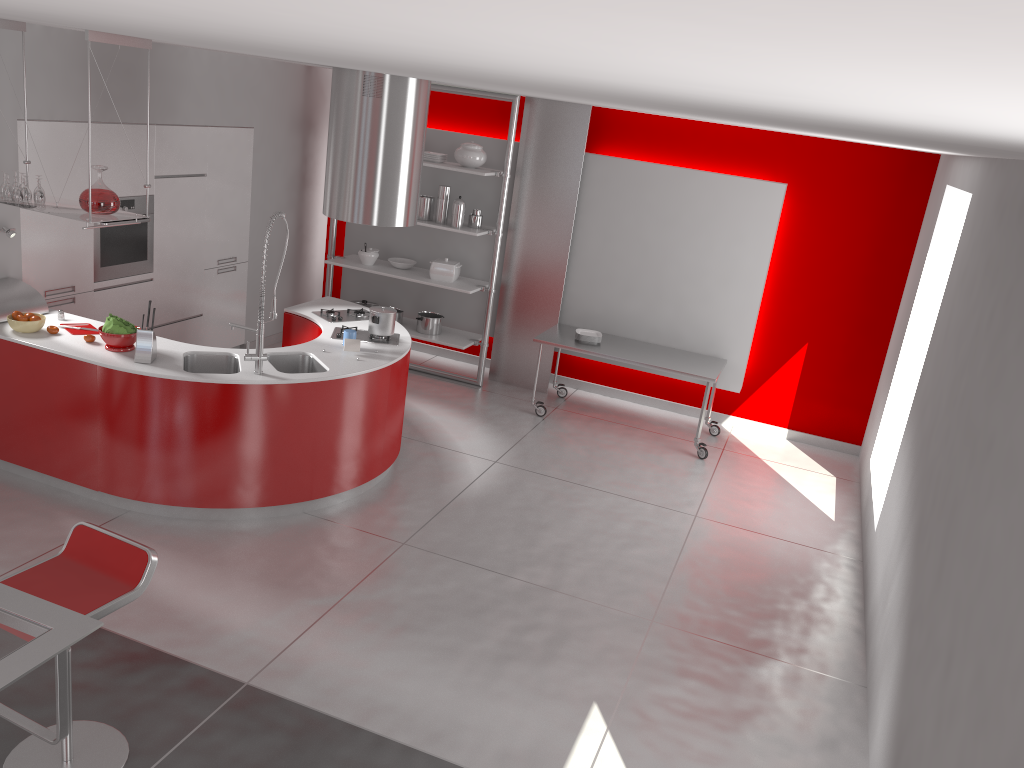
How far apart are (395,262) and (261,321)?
3.3 meters

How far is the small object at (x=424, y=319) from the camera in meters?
8.1 m

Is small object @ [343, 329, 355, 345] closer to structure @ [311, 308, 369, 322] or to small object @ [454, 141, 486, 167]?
structure @ [311, 308, 369, 322]

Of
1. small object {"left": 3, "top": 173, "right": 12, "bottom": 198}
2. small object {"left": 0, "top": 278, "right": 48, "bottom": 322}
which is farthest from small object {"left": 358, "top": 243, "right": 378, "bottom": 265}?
small object {"left": 3, "top": 173, "right": 12, "bottom": 198}

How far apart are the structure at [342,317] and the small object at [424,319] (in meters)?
1.47

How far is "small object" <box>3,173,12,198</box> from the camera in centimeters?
506cm

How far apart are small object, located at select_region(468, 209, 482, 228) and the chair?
5.1 meters

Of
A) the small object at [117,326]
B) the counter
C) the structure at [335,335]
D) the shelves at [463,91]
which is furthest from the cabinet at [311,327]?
the shelves at [463,91]

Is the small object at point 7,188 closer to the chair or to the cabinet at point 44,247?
the cabinet at point 44,247

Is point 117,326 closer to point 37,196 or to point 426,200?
point 37,196
